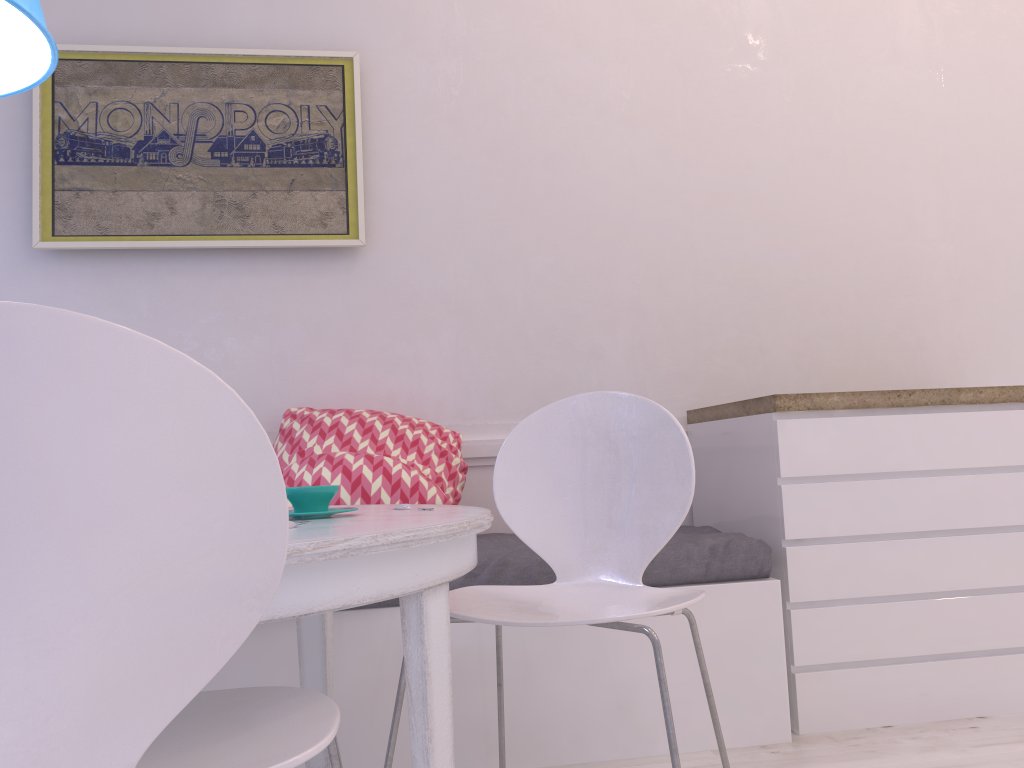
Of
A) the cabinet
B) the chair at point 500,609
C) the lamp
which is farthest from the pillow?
the lamp

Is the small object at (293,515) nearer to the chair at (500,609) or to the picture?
the chair at (500,609)

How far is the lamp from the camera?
1.40m

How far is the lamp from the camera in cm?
140

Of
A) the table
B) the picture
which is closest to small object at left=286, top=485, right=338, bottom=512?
the table

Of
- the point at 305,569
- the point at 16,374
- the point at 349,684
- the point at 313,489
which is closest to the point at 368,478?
the point at 349,684

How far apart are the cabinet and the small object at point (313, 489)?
1.28m

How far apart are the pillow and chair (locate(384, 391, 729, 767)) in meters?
0.5 m

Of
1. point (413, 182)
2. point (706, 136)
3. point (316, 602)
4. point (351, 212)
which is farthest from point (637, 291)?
point (316, 602)

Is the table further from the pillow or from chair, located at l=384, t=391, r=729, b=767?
the pillow
